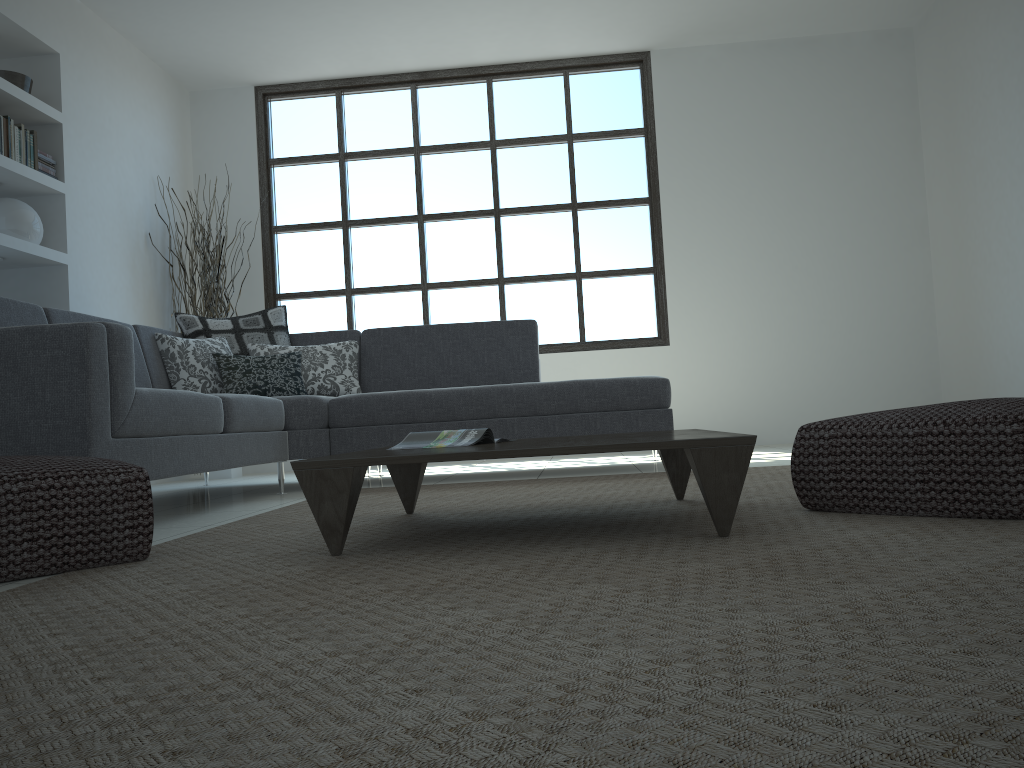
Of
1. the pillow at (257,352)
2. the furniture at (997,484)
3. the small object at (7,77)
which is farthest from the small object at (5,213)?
the furniture at (997,484)

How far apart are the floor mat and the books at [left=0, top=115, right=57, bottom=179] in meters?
2.7

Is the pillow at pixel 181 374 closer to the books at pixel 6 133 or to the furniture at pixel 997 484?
the books at pixel 6 133

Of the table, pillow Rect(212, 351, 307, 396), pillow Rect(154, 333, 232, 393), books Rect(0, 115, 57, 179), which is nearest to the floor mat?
the table

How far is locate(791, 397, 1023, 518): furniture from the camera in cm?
193

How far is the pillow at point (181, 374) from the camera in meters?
4.5 m

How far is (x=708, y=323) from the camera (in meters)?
6.56

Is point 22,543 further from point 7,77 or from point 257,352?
point 7,77

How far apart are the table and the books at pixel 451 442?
0.11m

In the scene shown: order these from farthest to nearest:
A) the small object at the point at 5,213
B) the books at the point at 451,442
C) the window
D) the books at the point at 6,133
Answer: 1. the window
2. the small object at the point at 5,213
3. the books at the point at 6,133
4. the books at the point at 451,442
